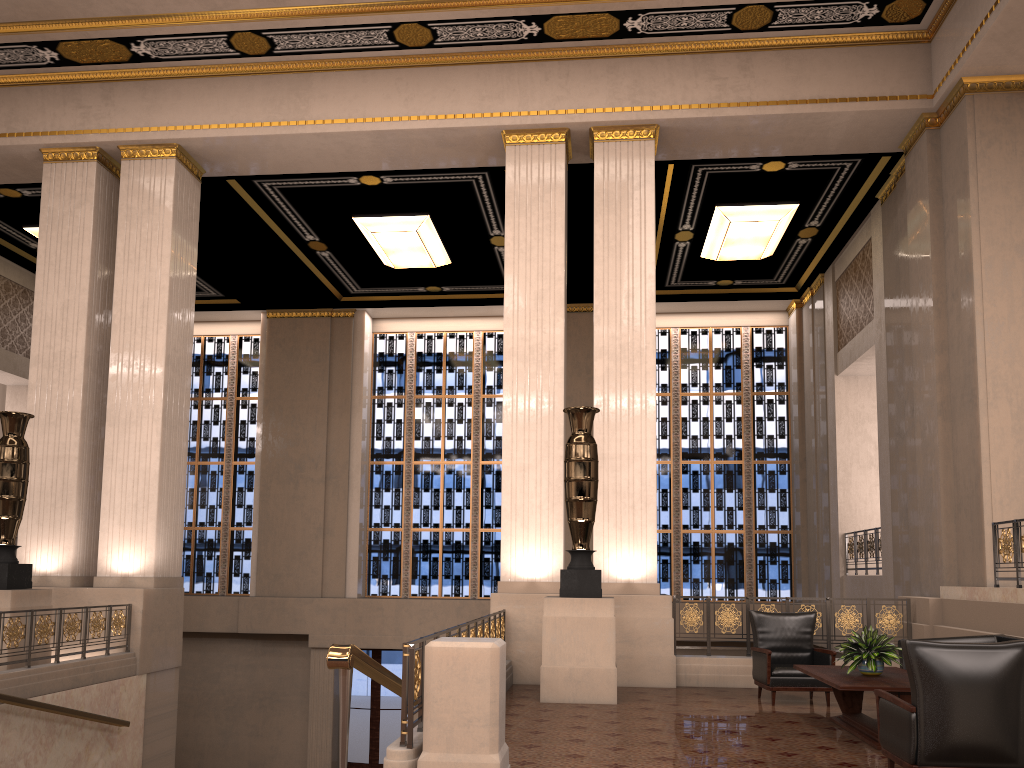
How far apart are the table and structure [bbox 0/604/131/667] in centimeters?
673cm

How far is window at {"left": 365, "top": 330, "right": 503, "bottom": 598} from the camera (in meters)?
17.07

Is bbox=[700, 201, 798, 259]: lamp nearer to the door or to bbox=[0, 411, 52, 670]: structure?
the door

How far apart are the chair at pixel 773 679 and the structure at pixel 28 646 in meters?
6.6

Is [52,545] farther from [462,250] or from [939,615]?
[939,615]

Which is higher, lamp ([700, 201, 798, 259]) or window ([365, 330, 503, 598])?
lamp ([700, 201, 798, 259])

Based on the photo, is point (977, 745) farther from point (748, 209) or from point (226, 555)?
point (226, 555)

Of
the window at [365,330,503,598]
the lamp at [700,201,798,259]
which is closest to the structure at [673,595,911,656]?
the lamp at [700,201,798,259]

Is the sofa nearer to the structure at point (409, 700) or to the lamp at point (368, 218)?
the structure at point (409, 700)

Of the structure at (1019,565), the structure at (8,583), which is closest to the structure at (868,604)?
the structure at (1019,565)
